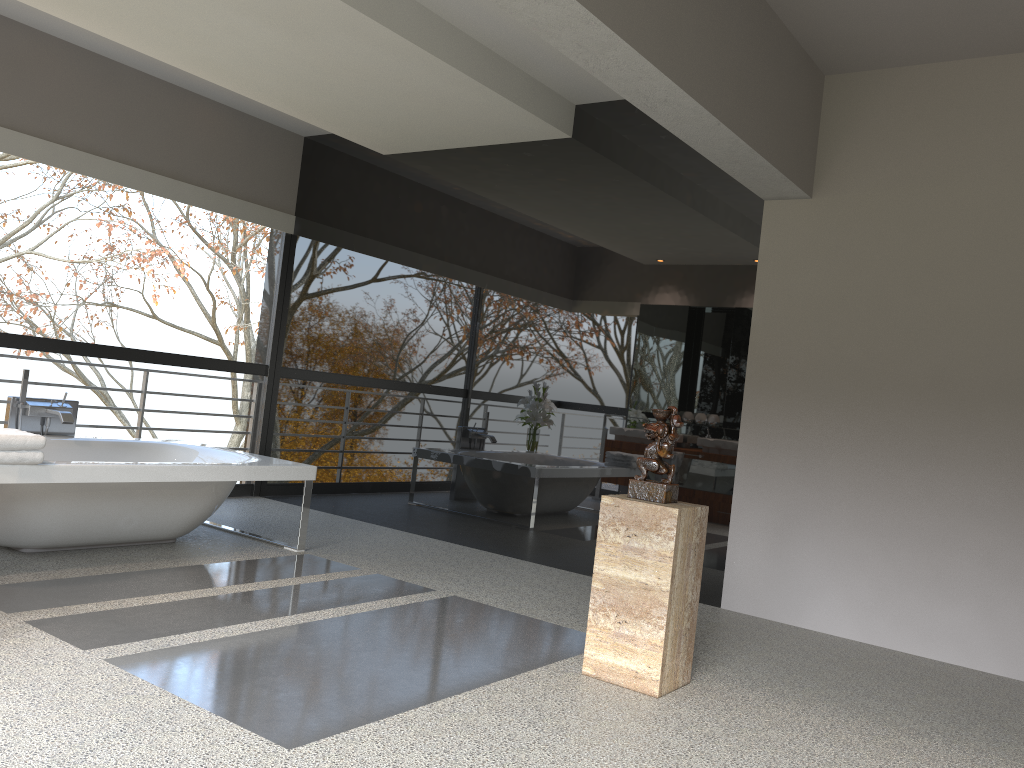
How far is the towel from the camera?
3.8 meters

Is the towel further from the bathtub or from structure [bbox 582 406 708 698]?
structure [bbox 582 406 708 698]

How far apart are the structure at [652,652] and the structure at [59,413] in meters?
3.4

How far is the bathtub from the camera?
4.1m

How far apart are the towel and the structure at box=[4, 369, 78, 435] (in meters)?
1.20

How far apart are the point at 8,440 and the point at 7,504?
0.5m

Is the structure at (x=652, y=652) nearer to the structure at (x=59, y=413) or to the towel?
the towel

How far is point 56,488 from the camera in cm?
422

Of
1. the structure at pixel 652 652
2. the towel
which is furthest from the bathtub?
the structure at pixel 652 652

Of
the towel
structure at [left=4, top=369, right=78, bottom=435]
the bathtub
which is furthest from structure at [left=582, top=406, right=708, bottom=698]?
structure at [left=4, top=369, right=78, bottom=435]
